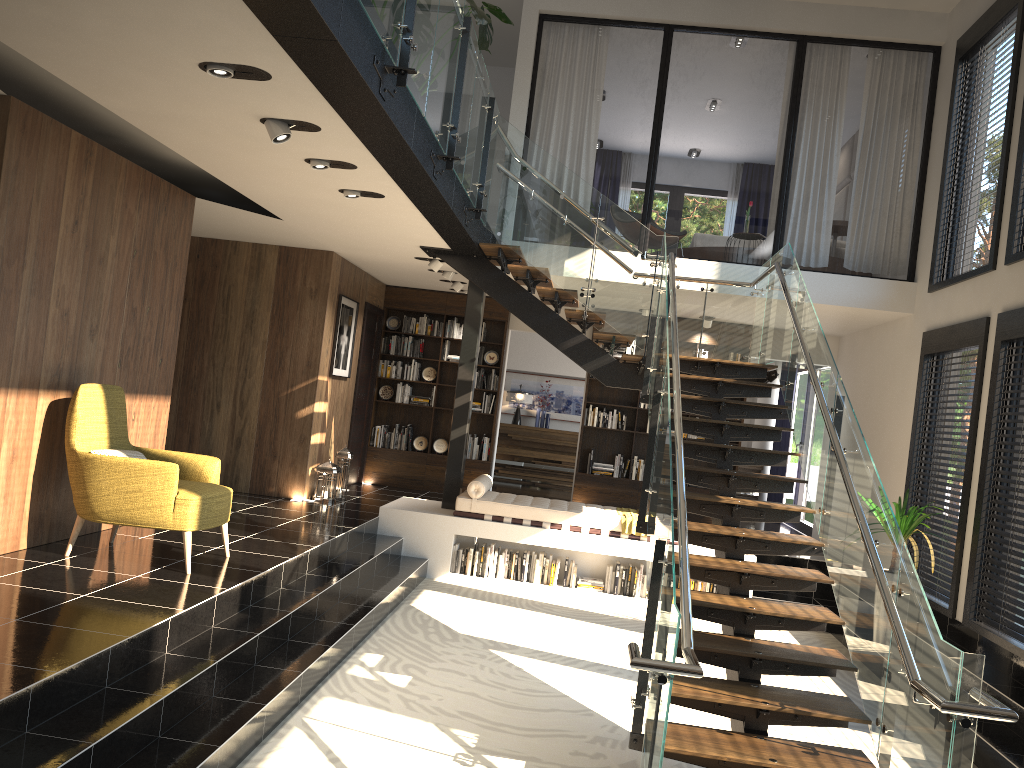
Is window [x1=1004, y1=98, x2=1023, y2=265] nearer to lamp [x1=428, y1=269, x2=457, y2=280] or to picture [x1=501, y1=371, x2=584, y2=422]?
lamp [x1=428, y1=269, x2=457, y2=280]

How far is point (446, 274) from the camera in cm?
1001

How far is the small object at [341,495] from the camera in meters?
9.9 m

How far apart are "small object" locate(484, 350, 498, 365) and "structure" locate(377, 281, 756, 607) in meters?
2.4 m

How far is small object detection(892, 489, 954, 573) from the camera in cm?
719

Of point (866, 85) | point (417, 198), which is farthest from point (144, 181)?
point (866, 85)

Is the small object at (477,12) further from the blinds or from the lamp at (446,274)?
the blinds

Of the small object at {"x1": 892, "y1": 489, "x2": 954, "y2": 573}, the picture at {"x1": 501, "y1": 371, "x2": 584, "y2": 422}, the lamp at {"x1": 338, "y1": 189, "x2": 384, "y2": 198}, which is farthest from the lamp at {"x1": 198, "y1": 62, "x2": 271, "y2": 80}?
the picture at {"x1": 501, "y1": 371, "x2": 584, "y2": 422}

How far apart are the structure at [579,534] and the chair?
2.96m

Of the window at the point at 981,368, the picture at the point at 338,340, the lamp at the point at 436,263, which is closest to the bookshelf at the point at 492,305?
the picture at the point at 338,340
